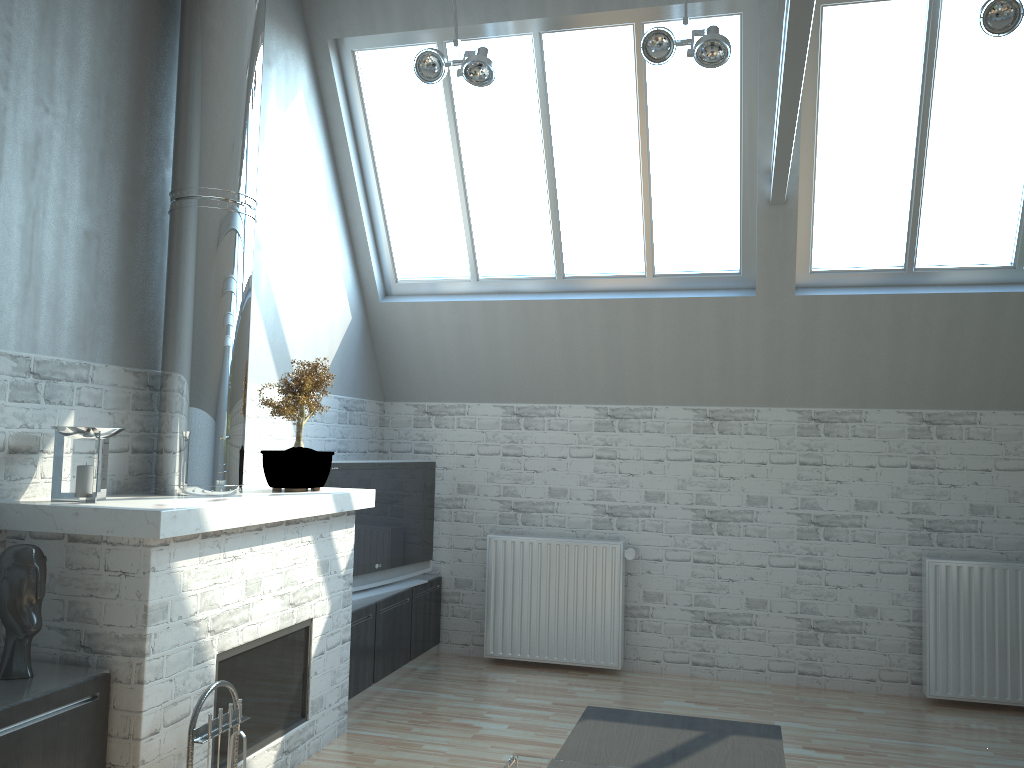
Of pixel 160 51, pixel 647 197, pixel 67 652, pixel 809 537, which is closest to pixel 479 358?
pixel 647 197

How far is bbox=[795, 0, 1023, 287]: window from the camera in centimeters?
892cm

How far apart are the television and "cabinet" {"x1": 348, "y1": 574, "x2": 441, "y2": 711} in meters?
0.1

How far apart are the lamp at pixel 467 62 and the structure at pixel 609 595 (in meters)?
5.48

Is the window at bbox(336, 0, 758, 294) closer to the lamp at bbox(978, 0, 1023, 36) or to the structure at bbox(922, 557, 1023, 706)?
the lamp at bbox(978, 0, 1023, 36)

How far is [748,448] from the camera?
10.8 meters

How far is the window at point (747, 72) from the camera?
9.27m

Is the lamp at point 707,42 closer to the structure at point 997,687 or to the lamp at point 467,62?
the lamp at point 467,62

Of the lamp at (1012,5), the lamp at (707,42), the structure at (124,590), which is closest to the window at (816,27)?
the lamp at (1012,5)

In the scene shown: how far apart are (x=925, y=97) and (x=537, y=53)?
4.0 meters
